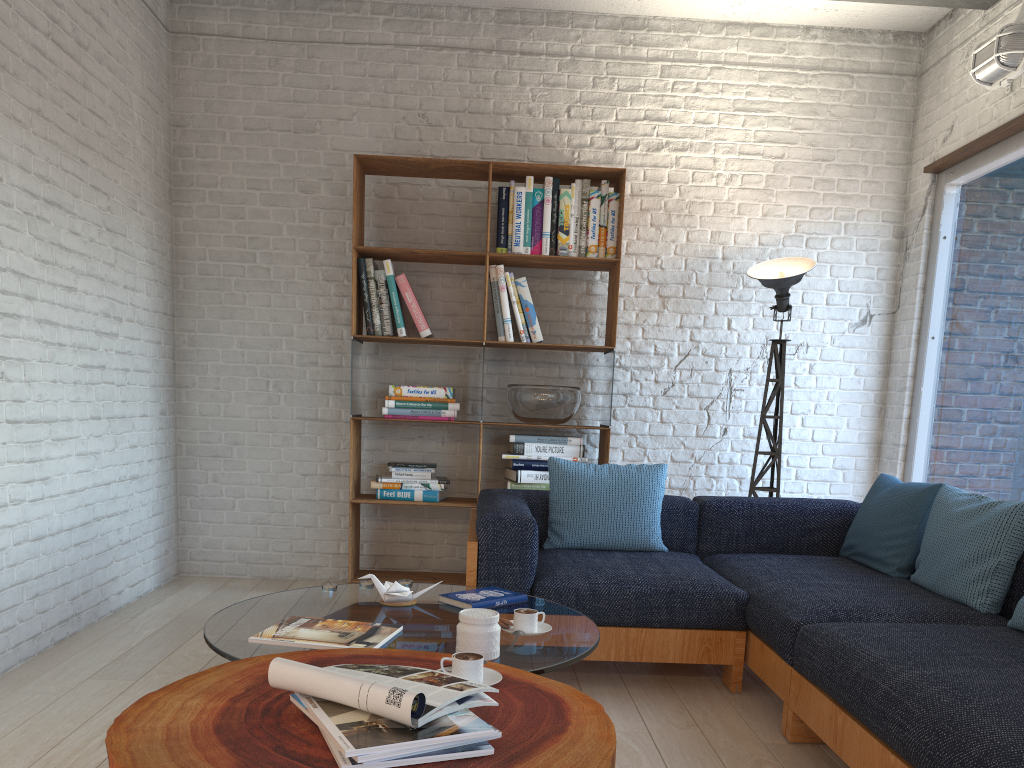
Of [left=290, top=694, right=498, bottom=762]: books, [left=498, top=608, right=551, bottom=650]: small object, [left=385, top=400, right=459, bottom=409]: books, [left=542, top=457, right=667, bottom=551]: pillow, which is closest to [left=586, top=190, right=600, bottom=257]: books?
[left=385, top=400, right=459, bottom=409]: books

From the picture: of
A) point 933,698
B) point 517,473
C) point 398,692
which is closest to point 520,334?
point 517,473

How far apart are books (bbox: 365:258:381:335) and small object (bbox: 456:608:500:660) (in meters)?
2.64

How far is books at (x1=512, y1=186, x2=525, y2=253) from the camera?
4.5 meters

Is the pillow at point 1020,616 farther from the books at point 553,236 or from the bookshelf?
the books at point 553,236

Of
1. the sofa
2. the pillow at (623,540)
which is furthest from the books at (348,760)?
the pillow at (623,540)

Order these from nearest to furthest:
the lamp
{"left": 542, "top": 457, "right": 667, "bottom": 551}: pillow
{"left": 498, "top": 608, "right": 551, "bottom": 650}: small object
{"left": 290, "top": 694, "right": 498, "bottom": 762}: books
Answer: {"left": 290, "top": 694, "right": 498, "bottom": 762}: books
{"left": 498, "top": 608, "right": 551, "bottom": 650}: small object
{"left": 542, "top": 457, "right": 667, "bottom": 551}: pillow
the lamp

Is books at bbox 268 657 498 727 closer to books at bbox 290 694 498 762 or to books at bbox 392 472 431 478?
books at bbox 290 694 498 762

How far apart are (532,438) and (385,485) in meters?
0.8

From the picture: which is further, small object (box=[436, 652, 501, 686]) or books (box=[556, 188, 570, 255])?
books (box=[556, 188, 570, 255])
